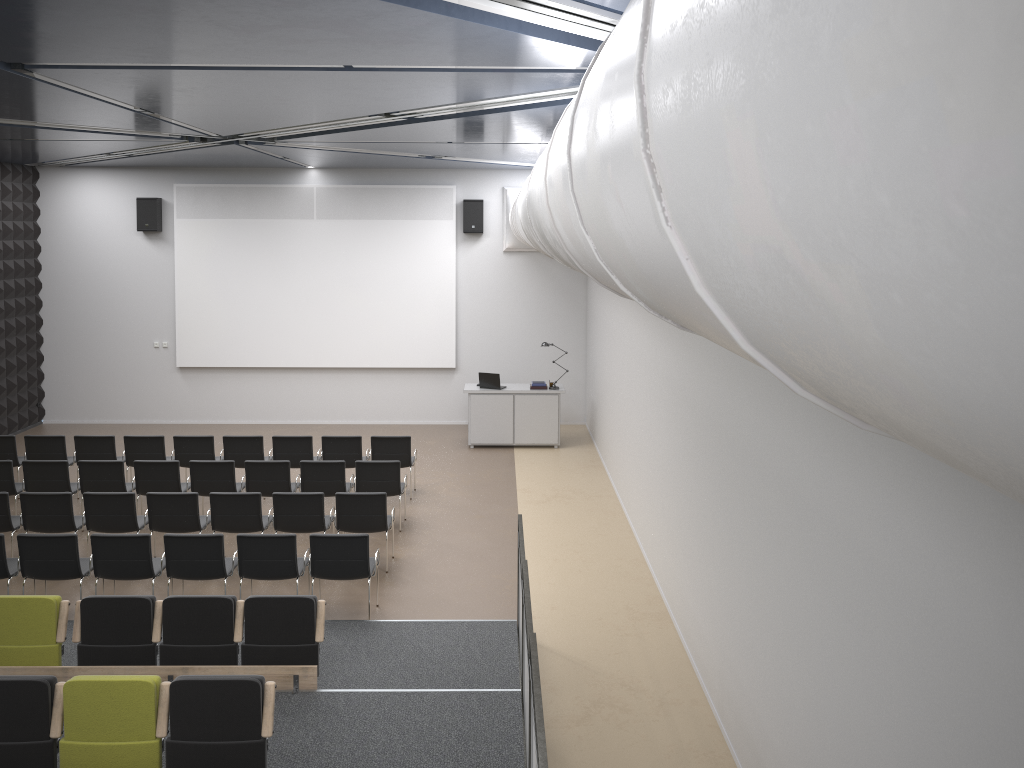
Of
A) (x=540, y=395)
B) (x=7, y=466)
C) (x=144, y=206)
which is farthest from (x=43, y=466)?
(x=540, y=395)

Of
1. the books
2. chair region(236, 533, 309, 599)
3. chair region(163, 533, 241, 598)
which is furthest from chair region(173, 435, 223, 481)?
the books

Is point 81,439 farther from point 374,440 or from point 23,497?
point 374,440

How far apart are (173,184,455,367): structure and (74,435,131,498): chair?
4.64m

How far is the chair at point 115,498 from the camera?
9.56m

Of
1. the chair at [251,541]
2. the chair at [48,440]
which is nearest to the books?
the chair at [251,541]

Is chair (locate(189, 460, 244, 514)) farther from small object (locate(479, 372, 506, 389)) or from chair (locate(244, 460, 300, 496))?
small object (locate(479, 372, 506, 389))

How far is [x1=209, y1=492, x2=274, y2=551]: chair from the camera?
9.60m

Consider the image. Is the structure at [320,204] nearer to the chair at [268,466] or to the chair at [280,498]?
the chair at [268,466]

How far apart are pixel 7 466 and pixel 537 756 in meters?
9.1
